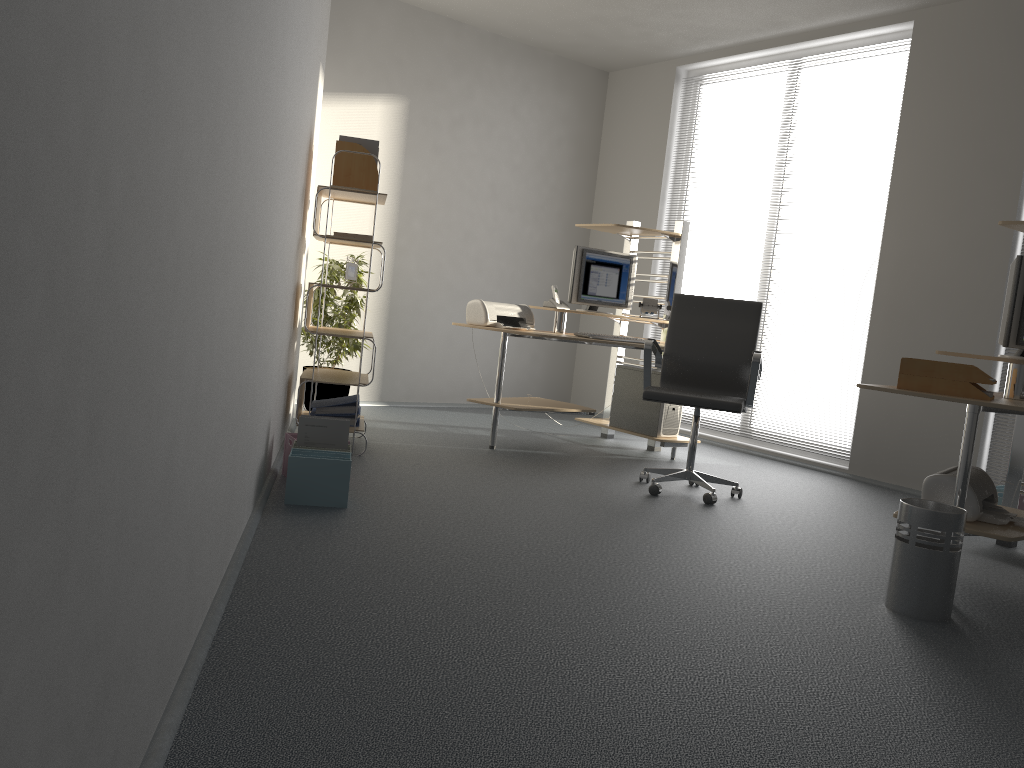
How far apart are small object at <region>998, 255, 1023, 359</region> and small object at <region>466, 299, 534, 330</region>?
2.7 meters

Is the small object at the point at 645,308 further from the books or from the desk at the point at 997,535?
the desk at the point at 997,535

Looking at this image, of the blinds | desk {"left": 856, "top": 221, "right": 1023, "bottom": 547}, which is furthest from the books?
the blinds

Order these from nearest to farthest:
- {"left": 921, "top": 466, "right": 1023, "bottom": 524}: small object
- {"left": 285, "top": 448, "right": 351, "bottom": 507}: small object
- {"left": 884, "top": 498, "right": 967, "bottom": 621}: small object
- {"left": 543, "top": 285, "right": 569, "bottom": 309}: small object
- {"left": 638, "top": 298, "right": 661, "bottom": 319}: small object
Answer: {"left": 884, "top": 498, "right": 967, "bottom": 621}: small object, {"left": 921, "top": 466, "right": 1023, "bottom": 524}: small object, {"left": 285, "top": 448, "right": 351, "bottom": 507}: small object, {"left": 543, "top": 285, "right": 569, "bottom": 309}: small object, {"left": 638, "top": 298, "right": 661, "bottom": 319}: small object

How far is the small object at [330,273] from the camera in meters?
5.8 m

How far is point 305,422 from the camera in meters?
3.8

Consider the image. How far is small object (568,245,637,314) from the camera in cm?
578

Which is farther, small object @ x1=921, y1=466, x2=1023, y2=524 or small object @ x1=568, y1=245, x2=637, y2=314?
small object @ x1=568, y1=245, x2=637, y2=314

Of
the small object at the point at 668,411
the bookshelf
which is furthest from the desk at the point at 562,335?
the bookshelf

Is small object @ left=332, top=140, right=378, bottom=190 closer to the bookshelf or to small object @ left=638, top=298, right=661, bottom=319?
the bookshelf
